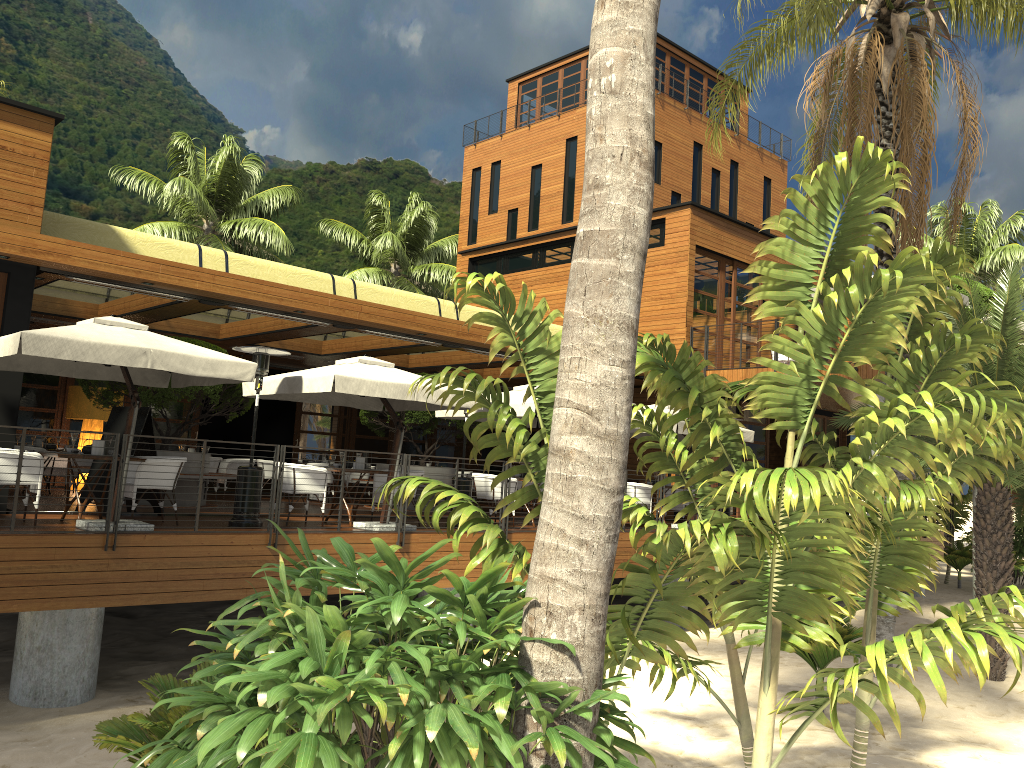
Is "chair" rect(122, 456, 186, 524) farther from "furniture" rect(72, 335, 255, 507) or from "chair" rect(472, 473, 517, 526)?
"chair" rect(472, 473, 517, 526)

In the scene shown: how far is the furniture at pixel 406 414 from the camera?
16.54m

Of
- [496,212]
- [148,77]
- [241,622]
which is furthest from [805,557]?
[148,77]

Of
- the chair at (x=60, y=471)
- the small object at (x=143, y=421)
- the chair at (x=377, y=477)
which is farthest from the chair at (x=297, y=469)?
the chair at (x=60, y=471)

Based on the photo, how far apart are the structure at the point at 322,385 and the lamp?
5.9m

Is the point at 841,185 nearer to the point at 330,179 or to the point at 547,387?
the point at 547,387

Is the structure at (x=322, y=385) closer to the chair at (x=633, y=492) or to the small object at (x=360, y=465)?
the small object at (x=360, y=465)

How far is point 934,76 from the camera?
13.59m

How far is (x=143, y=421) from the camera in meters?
11.3 m

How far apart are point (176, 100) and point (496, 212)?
14.3 meters
